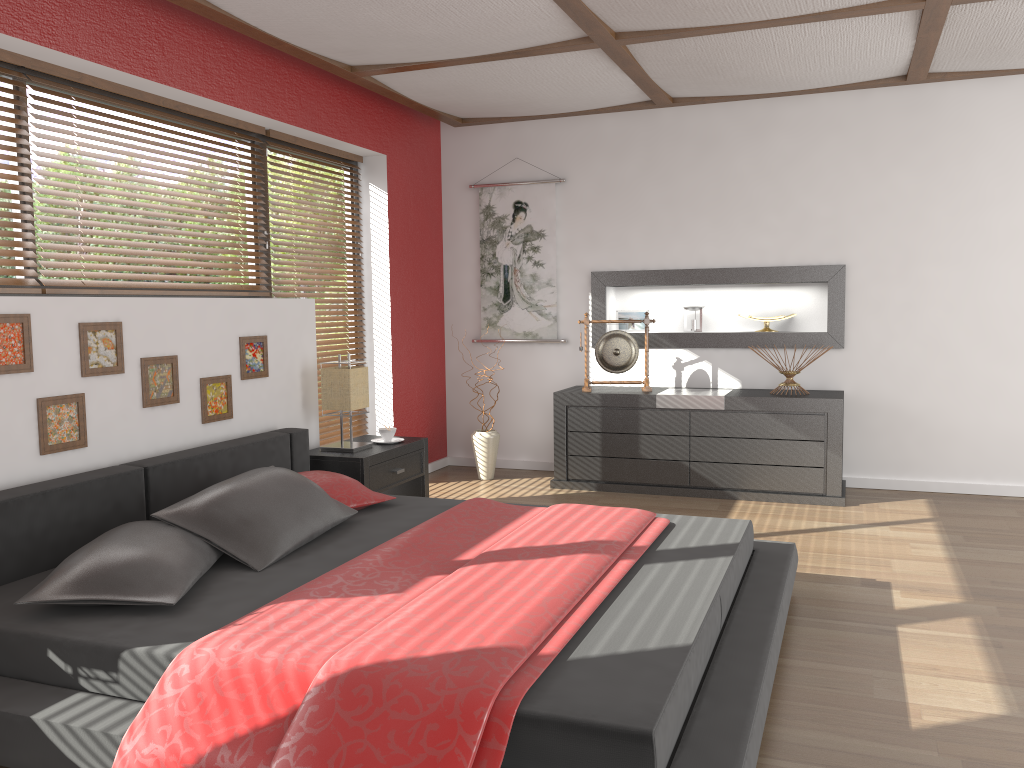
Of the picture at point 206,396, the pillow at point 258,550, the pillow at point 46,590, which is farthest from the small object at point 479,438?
the pillow at point 46,590

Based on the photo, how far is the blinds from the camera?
3.30m

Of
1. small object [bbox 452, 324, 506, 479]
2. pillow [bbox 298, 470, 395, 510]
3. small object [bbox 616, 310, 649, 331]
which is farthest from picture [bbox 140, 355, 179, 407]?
small object [bbox 616, 310, 649, 331]

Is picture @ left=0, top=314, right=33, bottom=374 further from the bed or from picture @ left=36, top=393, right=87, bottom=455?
the bed

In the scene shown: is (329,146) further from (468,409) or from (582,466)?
(582,466)

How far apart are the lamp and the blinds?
0.7 meters

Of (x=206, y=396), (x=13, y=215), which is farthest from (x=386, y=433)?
(x=13, y=215)

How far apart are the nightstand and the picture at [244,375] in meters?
0.5 m

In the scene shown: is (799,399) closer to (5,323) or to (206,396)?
(206,396)

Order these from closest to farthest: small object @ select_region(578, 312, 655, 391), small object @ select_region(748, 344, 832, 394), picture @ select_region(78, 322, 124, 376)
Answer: picture @ select_region(78, 322, 124, 376) → small object @ select_region(748, 344, 832, 394) → small object @ select_region(578, 312, 655, 391)
